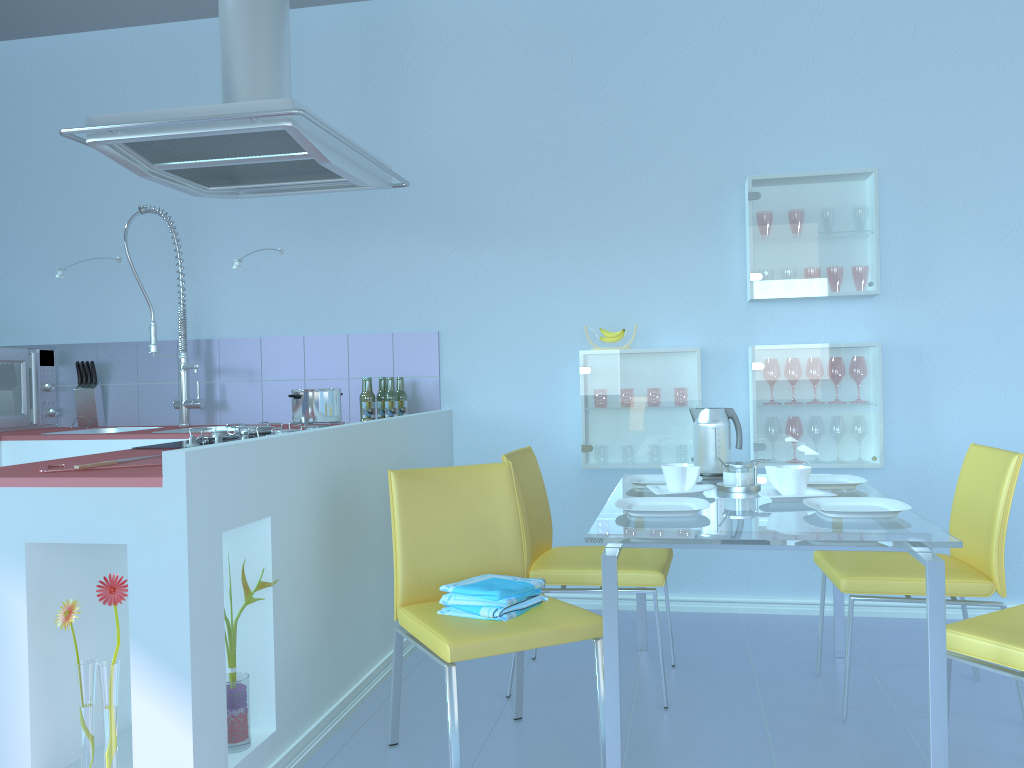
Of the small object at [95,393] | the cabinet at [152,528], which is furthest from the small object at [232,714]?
the small object at [95,393]

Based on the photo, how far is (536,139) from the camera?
3.5m

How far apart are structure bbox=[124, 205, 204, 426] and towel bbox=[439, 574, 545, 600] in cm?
191

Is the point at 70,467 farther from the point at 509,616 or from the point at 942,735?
the point at 942,735

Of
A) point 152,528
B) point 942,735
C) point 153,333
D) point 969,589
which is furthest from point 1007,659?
point 153,333

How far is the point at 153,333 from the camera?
3.64m

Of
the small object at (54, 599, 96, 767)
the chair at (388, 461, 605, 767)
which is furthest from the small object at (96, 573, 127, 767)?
the chair at (388, 461, 605, 767)

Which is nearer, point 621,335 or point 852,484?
point 852,484

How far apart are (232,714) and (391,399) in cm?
164

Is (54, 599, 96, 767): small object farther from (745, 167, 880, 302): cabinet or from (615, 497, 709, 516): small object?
(745, 167, 880, 302): cabinet
